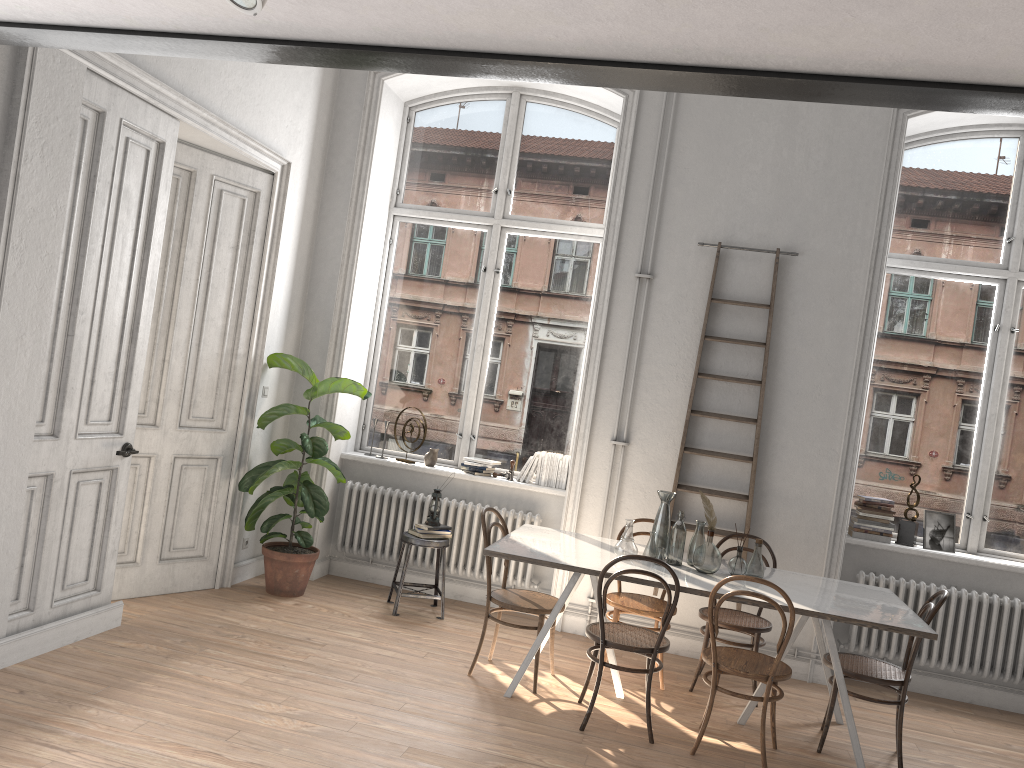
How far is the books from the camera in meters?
6.0

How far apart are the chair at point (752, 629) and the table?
0.3 meters

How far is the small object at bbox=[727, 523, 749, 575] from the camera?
4.8m

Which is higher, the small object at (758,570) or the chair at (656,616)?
the small object at (758,570)

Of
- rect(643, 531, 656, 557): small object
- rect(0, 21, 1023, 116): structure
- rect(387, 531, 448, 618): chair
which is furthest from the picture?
rect(0, 21, 1023, 116): structure

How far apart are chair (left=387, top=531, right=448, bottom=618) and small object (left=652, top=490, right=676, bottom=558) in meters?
1.6

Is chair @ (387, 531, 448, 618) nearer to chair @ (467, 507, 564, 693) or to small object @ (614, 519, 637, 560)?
chair @ (467, 507, 564, 693)

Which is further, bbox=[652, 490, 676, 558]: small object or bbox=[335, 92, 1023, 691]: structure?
bbox=[335, 92, 1023, 691]: structure

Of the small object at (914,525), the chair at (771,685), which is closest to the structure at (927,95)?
the chair at (771,685)

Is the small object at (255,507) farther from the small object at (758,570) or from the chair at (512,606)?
the small object at (758,570)
